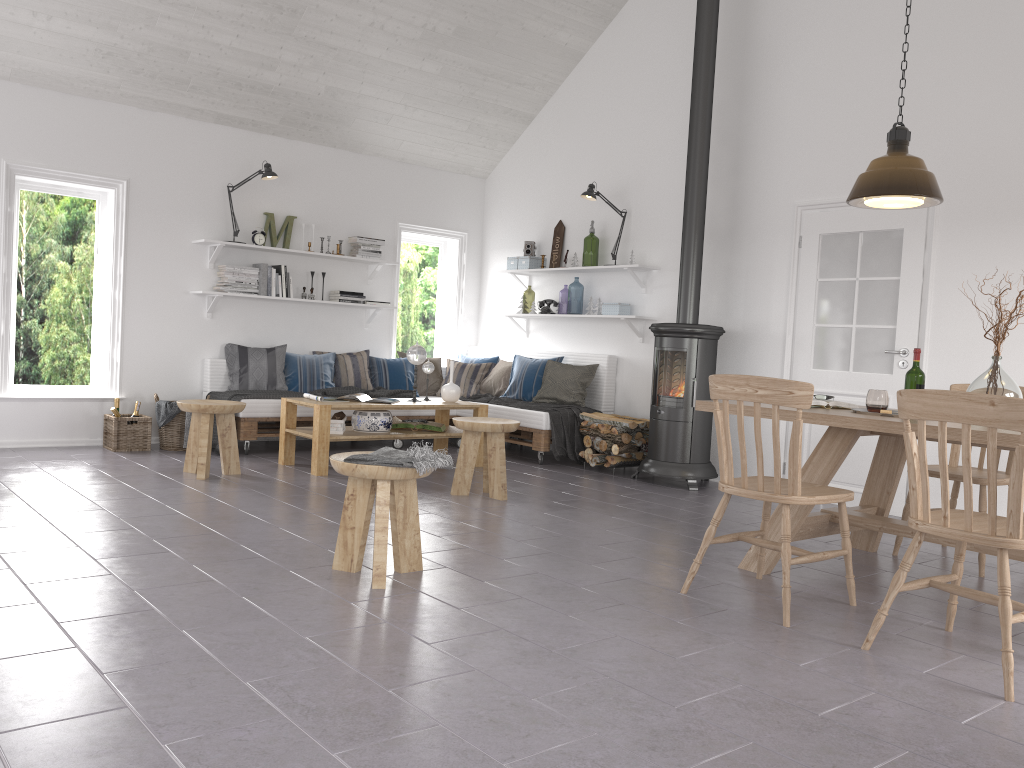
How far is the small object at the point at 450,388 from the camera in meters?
6.9 m

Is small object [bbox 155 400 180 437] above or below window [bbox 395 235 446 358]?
below

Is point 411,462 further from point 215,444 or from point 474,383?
point 474,383

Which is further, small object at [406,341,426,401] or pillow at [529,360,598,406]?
pillow at [529,360,598,406]

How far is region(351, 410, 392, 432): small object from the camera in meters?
6.4

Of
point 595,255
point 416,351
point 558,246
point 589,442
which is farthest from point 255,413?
point 595,255

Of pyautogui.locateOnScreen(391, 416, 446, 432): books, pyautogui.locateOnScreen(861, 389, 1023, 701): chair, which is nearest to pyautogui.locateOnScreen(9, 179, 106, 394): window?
pyautogui.locateOnScreen(391, 416, 446, 432): books

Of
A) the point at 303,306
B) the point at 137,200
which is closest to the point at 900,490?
the point at 303,306

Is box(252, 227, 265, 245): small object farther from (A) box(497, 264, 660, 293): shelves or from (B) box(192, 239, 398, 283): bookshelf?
(A) box(497, 264, 660, 293): shelves

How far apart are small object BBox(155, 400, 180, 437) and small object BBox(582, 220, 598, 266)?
5.8 meters
